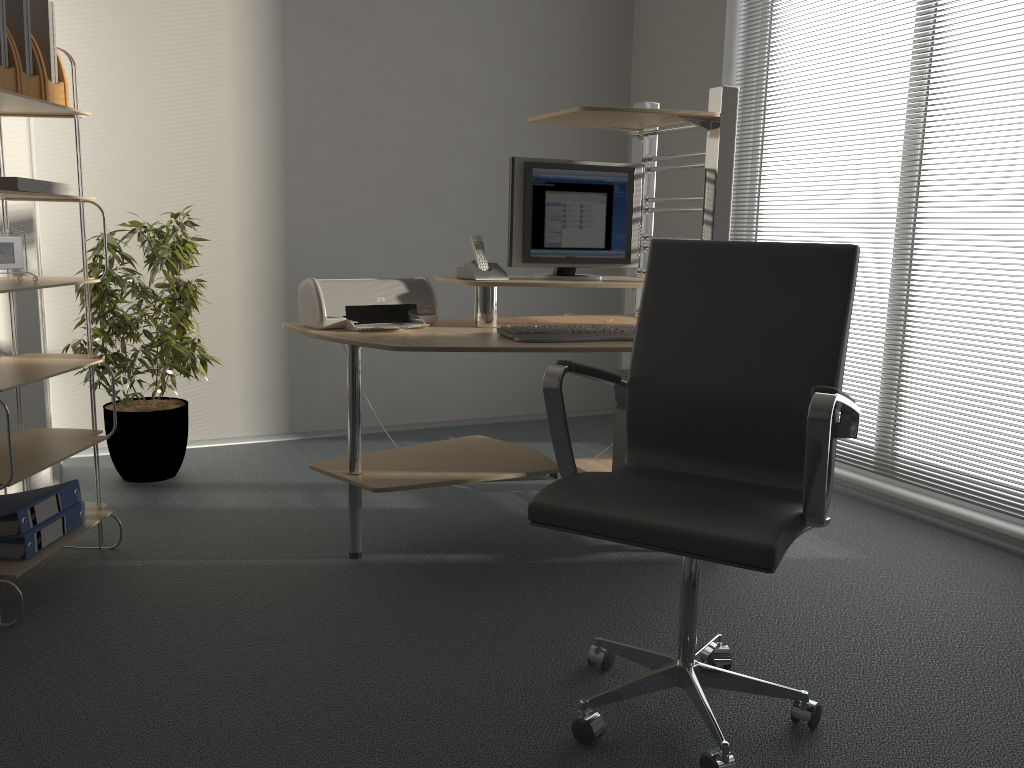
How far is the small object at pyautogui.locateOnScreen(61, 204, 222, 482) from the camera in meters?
3.5 m

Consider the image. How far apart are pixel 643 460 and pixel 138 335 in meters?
2.3

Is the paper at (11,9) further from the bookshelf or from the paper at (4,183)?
the paper at (4,183)

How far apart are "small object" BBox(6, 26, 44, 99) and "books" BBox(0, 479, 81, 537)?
1.1m

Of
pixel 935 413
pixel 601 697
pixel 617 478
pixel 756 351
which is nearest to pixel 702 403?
pixel 756 351

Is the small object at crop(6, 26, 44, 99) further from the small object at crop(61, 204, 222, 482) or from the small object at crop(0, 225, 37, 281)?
the small object at crop(61, 204, 222, 482)

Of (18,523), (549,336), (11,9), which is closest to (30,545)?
(18,523)

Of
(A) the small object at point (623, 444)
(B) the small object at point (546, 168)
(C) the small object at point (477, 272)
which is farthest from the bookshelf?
(A) the small object at point (623, 444)

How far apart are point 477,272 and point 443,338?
0.4 meters

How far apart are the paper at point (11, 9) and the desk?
1.02m
